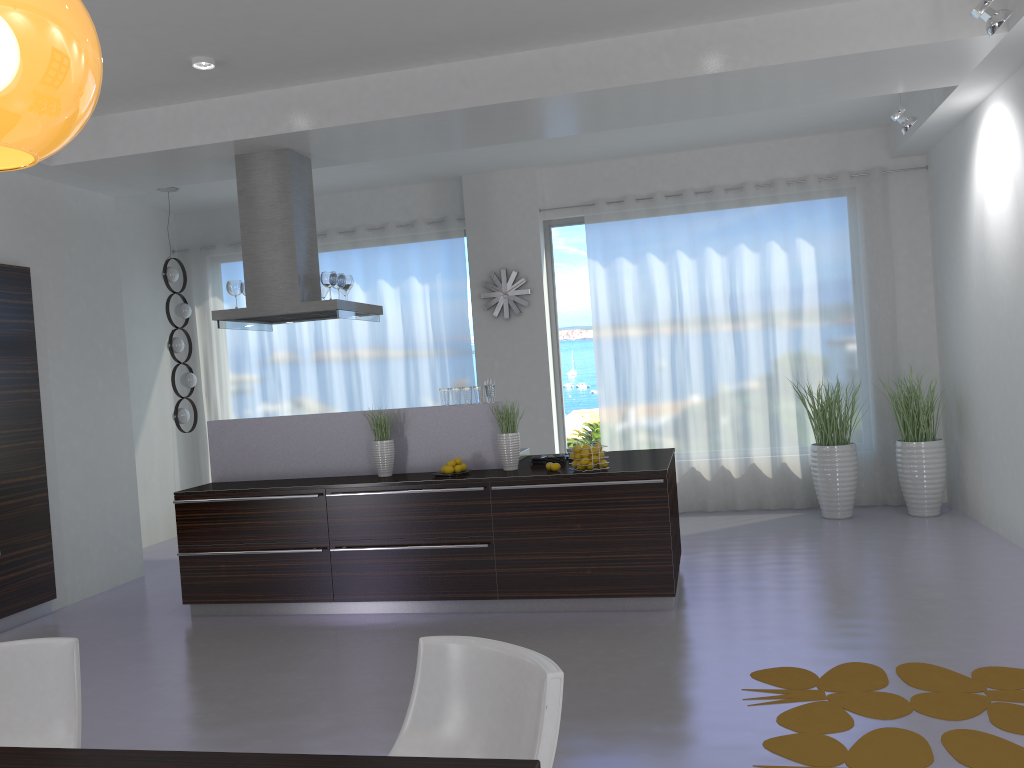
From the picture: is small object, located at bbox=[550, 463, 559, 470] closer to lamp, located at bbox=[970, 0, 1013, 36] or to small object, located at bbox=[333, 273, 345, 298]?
small object, located at bbox=[333, 273, 345, 298]

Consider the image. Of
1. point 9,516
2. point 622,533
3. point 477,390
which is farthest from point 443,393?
point 9,516

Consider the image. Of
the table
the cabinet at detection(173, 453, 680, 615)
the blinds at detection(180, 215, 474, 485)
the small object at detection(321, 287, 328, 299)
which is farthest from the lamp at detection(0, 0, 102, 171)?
the blinds at detection(180, 215, 474, 485)

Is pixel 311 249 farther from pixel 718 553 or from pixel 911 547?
pixel 911 547

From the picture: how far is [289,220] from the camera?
6.31m

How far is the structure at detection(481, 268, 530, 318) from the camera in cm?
879

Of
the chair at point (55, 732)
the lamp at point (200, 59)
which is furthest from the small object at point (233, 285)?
the chair at point (55, 732)

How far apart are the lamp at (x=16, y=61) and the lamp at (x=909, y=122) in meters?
6.2

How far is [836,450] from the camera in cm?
768

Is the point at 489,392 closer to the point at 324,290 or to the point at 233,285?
the point at 324,290
